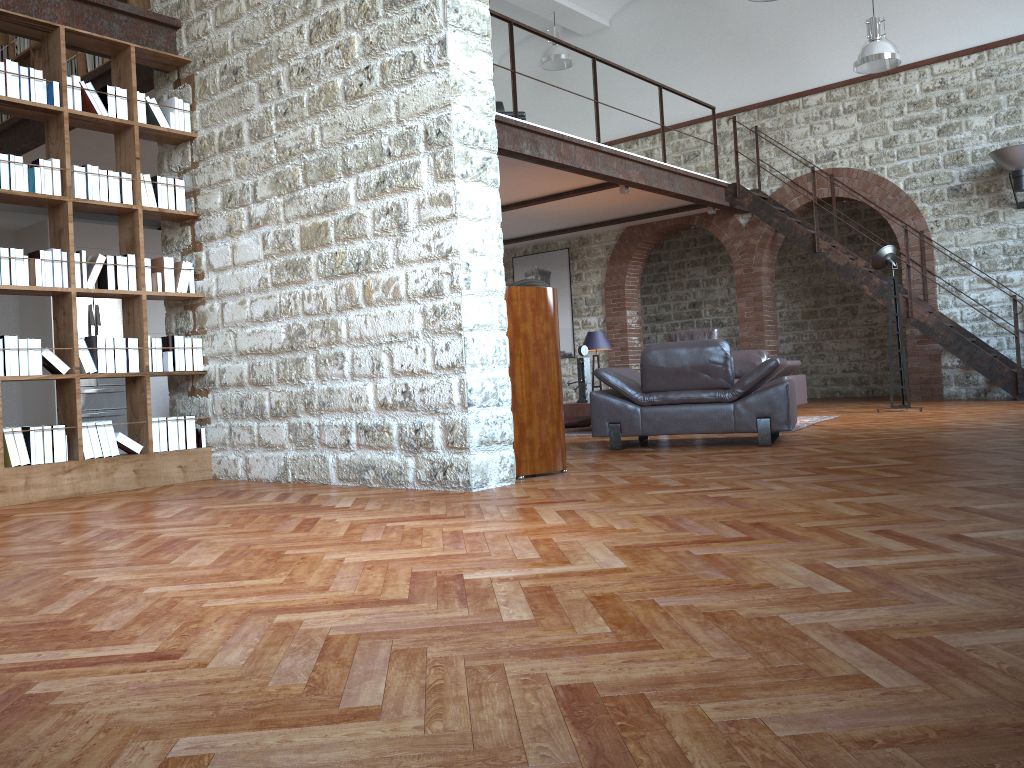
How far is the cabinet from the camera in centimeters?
1106cm

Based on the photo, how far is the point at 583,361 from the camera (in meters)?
8.63

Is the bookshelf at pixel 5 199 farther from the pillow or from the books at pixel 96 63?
the pillow

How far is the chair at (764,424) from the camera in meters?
6.0 m

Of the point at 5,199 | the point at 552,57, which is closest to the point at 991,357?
the point at 552,57

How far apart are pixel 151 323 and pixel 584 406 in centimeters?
589cm

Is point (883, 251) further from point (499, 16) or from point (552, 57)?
point (552, 57)

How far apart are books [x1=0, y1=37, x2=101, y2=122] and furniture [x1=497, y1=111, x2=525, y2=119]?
4.5m

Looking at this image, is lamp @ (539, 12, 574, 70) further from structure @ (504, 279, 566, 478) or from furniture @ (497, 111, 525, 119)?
structure @ (504, 279, 566, 478)

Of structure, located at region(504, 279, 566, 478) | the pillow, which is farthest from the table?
structure, located at region(504, 279, 566, 478)
